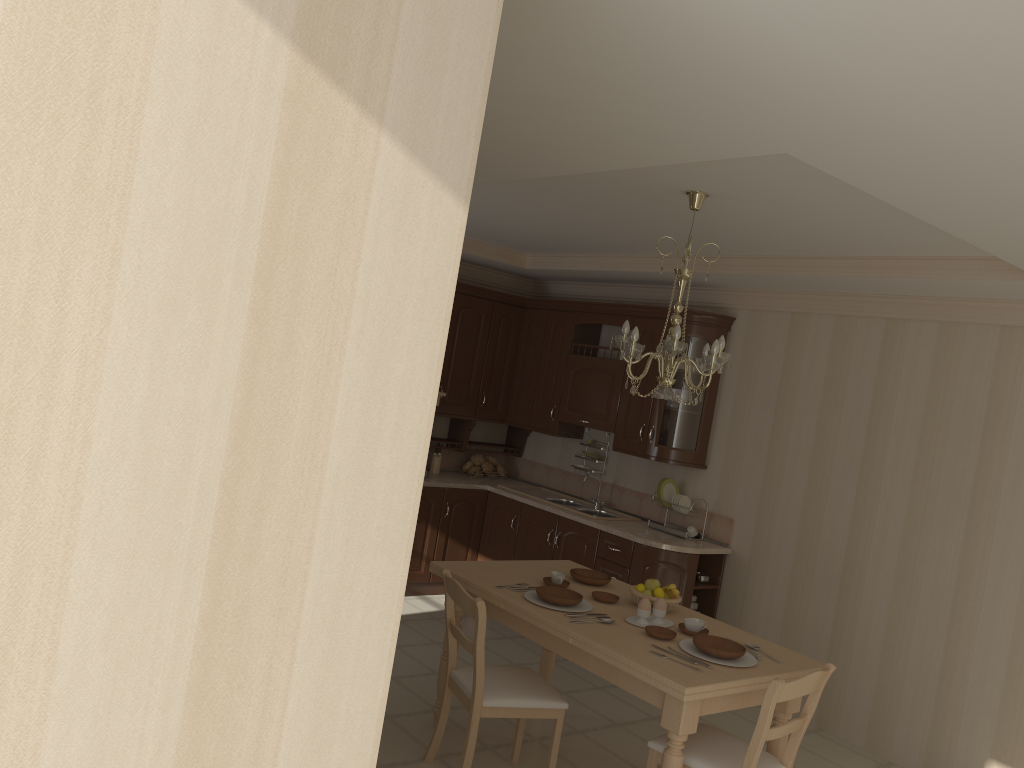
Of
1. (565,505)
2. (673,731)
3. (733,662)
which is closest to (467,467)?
(565,505)

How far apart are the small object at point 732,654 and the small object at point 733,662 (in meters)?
0.02

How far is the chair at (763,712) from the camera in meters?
3.1 m

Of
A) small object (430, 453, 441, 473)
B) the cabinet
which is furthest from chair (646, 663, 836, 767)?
small object (430, 453, 441, 473)

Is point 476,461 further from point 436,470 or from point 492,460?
point 436,470

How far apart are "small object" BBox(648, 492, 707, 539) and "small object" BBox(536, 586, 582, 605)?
2.02m

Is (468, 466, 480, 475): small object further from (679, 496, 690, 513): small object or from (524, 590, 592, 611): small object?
(524, 590, 592, 611): small object

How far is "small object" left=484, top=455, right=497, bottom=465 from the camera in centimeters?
716cm

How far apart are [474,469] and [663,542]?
2.0m

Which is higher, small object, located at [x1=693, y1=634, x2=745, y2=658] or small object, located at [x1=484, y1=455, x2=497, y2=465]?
small object, located at [x1=484, y1=455, x2=497, y2=465]
